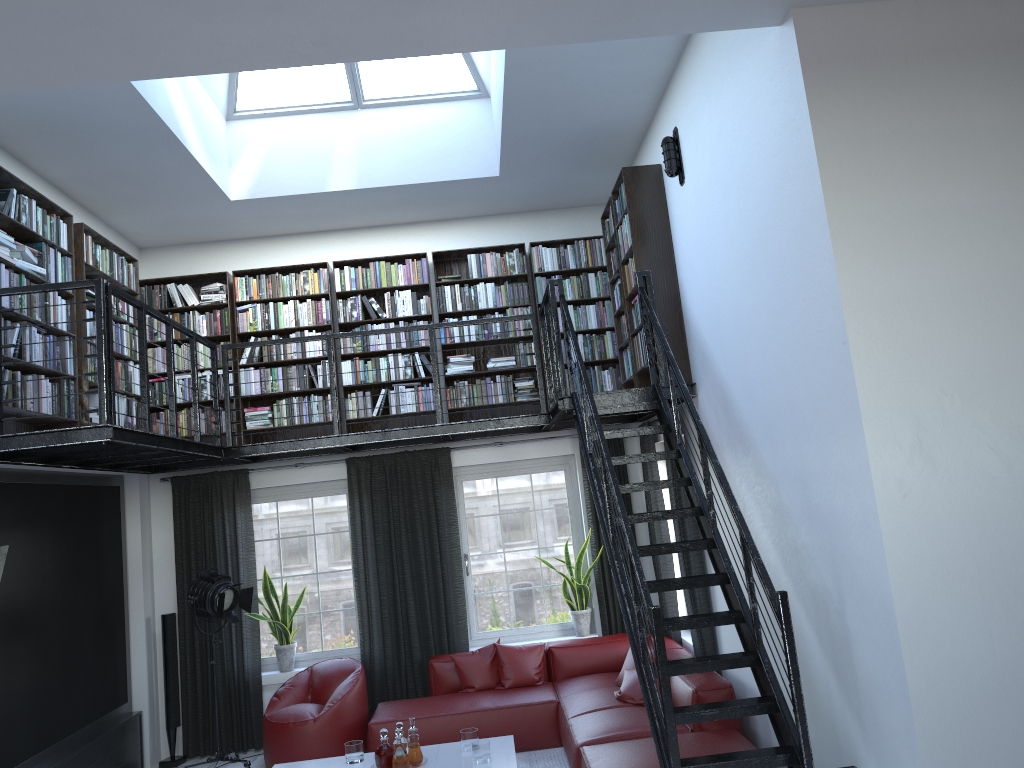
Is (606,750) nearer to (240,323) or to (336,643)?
(336,643)

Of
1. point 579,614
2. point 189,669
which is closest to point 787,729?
point 579,614

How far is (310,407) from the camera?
7.83m

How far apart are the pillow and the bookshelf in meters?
2.0

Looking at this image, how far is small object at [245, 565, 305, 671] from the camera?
7.67m

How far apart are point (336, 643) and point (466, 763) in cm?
256

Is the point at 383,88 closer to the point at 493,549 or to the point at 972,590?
the point at 493,549

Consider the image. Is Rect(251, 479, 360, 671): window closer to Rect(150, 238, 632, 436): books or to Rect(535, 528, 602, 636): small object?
Rect(150, 238, 632, 436): books

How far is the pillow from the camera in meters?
6.4

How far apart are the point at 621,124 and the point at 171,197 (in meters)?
3.58
